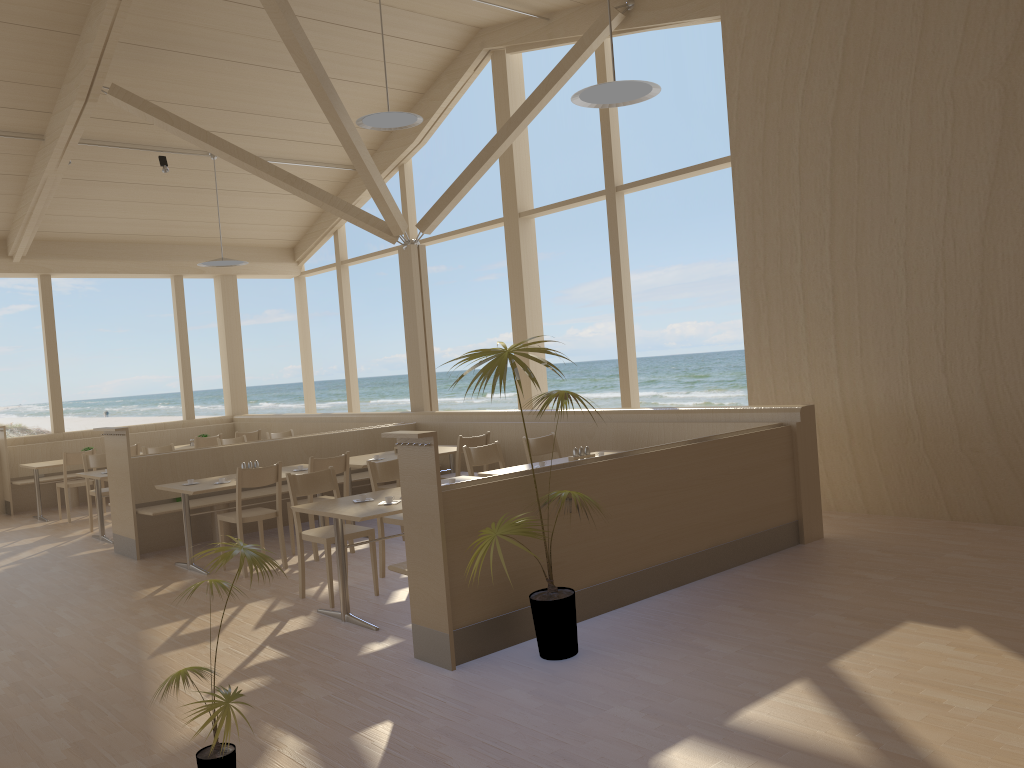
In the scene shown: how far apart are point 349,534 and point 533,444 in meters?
2.0 m

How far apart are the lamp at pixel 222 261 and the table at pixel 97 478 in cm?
302

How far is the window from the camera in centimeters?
880cm

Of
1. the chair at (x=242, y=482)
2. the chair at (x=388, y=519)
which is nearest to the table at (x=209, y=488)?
the chair at (x=242, y=482)

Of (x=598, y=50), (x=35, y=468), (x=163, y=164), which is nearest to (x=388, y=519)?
(x=598, y=50)

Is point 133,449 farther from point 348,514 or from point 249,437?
point 348,514

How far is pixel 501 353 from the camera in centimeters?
379cm

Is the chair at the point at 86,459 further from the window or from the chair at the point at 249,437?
the window

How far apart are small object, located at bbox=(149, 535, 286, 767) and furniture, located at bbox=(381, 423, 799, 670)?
1.10m

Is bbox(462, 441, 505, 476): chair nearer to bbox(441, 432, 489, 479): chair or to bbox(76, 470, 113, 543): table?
bbox(441, 432, 489, 479): chair
